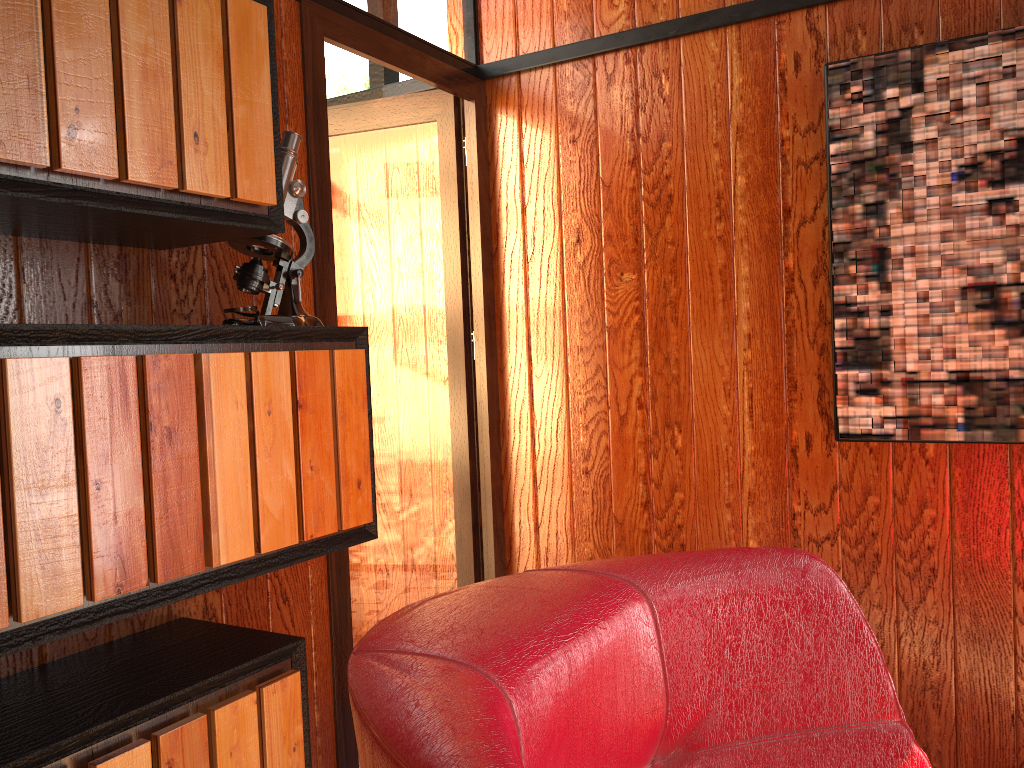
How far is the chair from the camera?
0.50m

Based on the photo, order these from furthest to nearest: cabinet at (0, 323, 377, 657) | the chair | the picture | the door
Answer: the door
the picture
cabinet at (0, 323, 377, 657)
the chair

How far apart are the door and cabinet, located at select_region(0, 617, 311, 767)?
0.4m

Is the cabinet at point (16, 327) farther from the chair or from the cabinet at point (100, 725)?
the chair

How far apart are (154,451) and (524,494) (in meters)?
1.47

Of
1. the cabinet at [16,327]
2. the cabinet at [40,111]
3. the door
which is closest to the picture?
the door

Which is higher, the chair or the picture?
the picture

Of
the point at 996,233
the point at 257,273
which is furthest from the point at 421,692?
the point at 996,233

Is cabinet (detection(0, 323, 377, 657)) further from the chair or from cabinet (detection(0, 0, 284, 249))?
the chair

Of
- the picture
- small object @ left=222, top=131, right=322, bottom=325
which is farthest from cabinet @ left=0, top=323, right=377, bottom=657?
the picture
